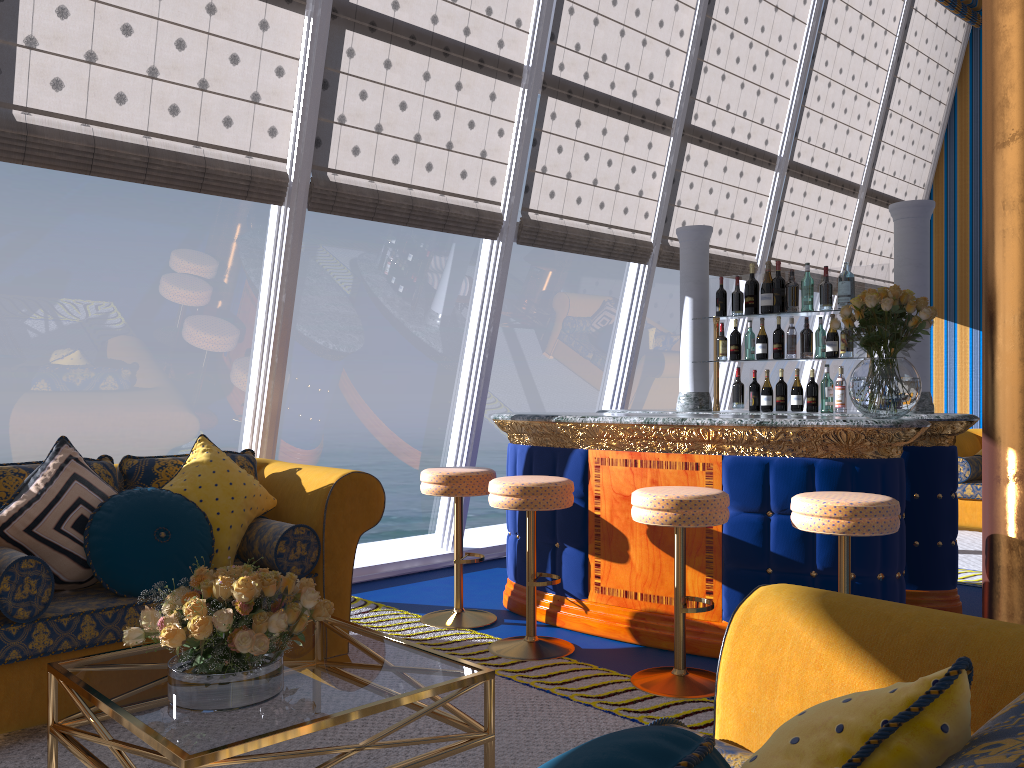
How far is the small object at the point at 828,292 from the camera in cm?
484

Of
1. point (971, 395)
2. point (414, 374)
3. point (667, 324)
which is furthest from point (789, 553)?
point (667, 324)

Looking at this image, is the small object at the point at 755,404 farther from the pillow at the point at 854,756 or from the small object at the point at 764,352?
the pillow at the point at 854,756

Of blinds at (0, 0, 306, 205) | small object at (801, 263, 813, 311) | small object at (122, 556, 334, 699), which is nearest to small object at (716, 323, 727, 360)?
small object at (801, 263, 813, 311)

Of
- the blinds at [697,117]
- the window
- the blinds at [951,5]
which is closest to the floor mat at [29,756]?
the window

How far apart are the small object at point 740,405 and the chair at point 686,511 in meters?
1.7 m

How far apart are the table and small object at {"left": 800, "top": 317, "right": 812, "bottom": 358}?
3.3m

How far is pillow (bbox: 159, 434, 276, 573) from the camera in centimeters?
358cm

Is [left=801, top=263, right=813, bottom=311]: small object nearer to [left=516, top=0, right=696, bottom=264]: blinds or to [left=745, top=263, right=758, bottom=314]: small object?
[left=745, top=263, right=758, bottom=314]: small object

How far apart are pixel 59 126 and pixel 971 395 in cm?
879
